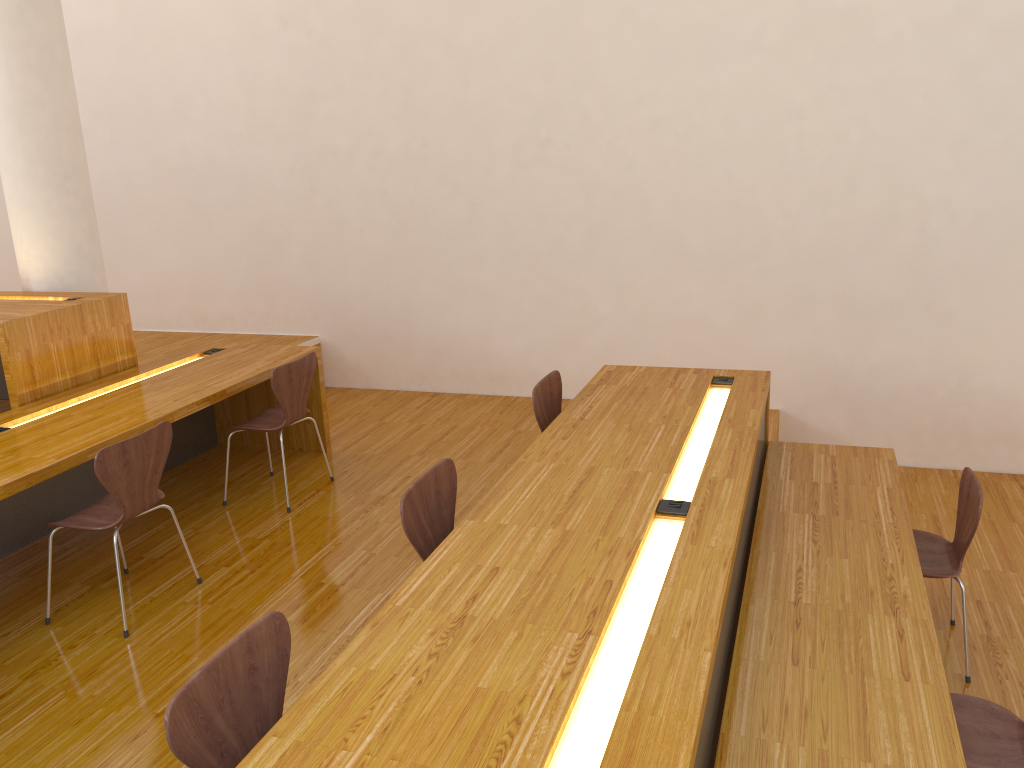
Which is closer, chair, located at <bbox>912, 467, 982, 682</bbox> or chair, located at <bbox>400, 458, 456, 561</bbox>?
chair, located at <bbox>400, 458, 456, 561</bbox>

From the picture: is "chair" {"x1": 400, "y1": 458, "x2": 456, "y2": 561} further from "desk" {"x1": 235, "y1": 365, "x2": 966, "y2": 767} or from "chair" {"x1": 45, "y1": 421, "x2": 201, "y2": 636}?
"chair" {"x1": 45, "y1": 421, "x2": 201, "y2": 636}

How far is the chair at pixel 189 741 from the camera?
1.6 meters

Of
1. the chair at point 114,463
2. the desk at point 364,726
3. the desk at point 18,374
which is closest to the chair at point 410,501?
the desk at point 364,726

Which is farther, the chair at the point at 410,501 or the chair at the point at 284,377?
the chair at the point at 284,377

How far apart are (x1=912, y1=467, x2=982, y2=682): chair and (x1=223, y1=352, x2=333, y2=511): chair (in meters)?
2.78

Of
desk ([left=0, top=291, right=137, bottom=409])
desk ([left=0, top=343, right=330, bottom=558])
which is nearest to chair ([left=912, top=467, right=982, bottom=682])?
desk ([left=0, top=343, right=330, bottom=558])

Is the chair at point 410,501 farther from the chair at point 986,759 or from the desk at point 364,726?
the chair at point 986,759

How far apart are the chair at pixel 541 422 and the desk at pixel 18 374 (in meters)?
2.30

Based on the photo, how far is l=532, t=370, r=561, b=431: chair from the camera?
3.54m
